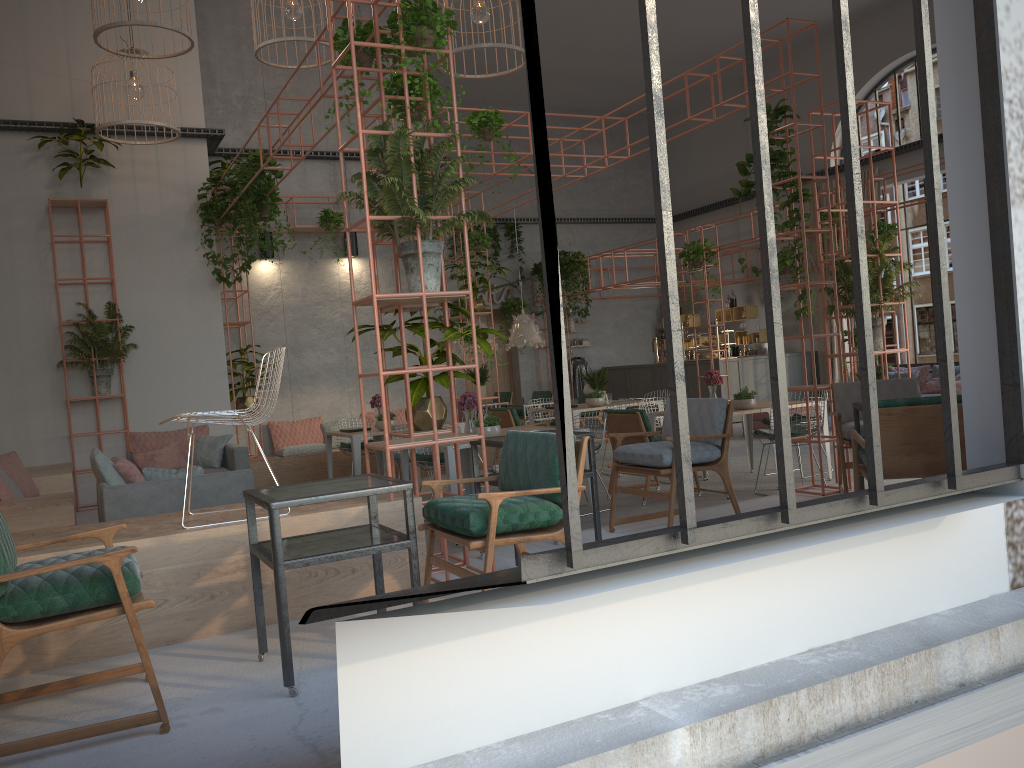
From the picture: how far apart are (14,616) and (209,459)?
6.4m

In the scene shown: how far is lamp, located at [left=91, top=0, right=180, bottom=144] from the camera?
9.5m

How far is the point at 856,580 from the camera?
3.8 meters

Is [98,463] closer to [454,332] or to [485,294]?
[454,332]

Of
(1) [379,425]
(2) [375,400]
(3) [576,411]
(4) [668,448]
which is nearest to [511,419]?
(3) [576,411]

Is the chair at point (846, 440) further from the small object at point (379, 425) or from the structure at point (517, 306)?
the structure at point (517, 306)

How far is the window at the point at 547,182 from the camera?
2.8 meters

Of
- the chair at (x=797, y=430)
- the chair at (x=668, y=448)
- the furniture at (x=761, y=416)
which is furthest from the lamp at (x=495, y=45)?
the furniture at (x=761, y=416)

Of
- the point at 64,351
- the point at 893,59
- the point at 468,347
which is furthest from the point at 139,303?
the point at 893,59

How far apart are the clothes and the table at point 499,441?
14.59m
